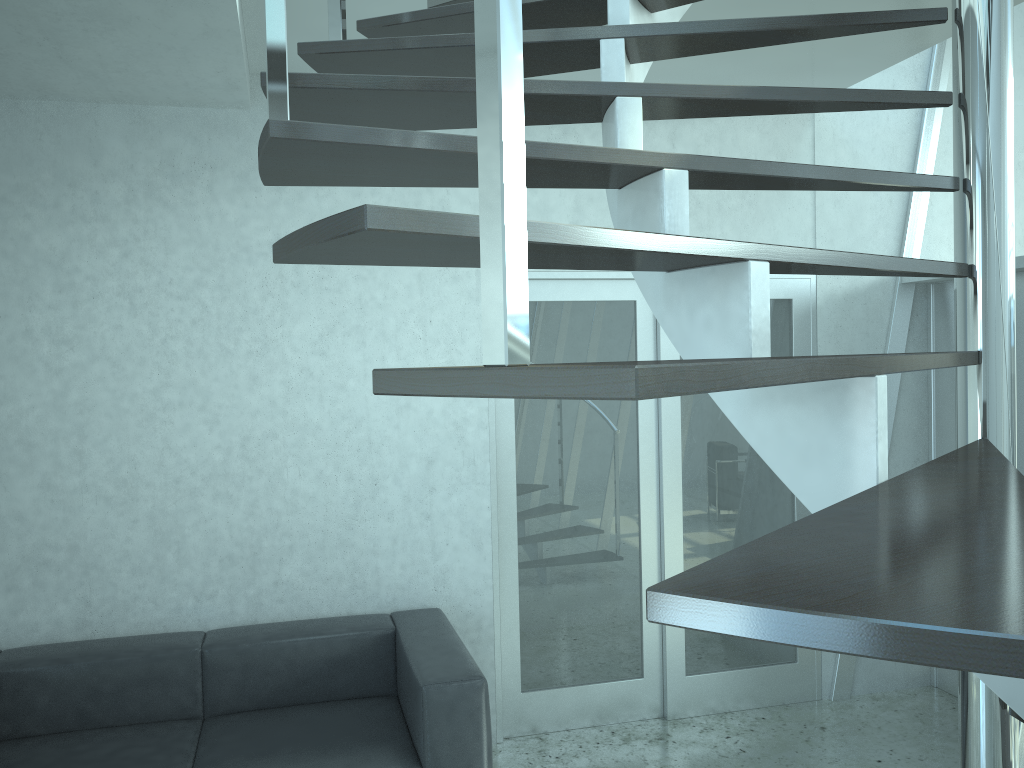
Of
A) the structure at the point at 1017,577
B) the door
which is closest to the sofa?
the door

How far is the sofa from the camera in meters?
3.0 m

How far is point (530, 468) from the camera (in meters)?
4.08

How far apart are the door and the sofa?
0.4m

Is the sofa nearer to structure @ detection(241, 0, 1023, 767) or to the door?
the door

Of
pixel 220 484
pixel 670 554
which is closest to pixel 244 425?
pixel 220 484

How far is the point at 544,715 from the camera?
4.11m

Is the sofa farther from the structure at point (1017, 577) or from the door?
the structure at point (1017, 577)

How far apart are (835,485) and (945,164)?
3.8m

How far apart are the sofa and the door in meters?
0.4
